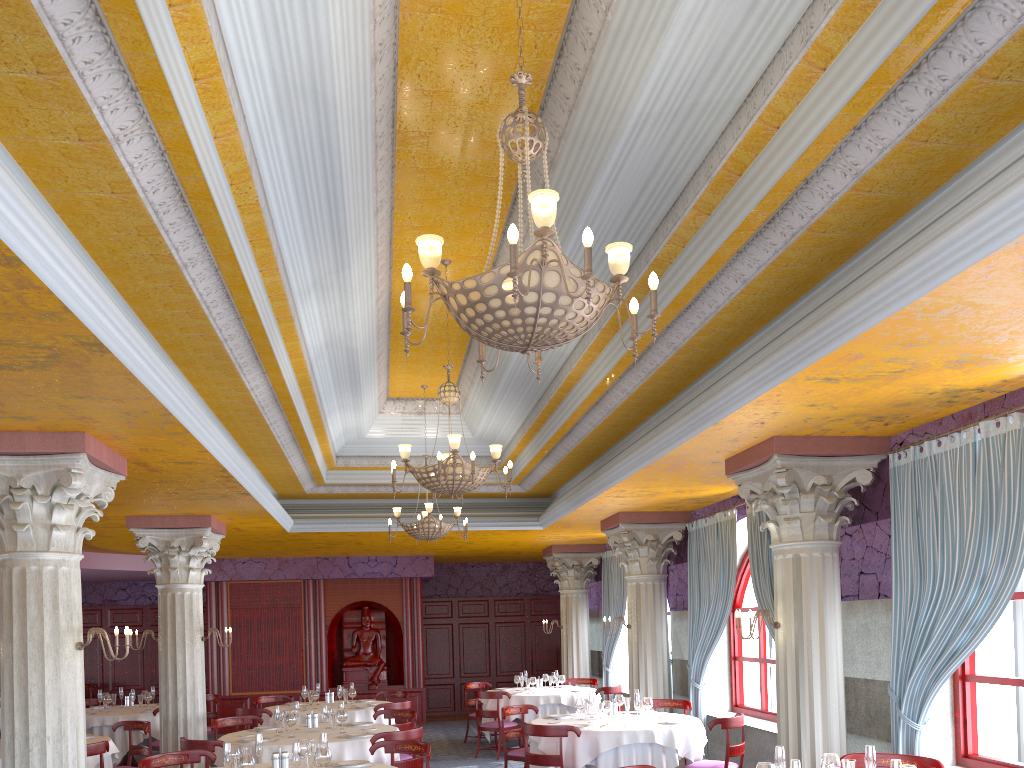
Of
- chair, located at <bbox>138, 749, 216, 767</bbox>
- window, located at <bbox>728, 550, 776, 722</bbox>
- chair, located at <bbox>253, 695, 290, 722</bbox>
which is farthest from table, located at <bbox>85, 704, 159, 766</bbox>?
window, located at <bbox>728, 550, 776, 722</bbox>

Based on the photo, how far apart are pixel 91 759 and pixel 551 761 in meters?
4.5 m

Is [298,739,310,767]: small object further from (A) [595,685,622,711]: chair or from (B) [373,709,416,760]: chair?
(A) [595,685,622,711]: chair

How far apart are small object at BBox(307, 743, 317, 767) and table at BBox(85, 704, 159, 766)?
6.81m

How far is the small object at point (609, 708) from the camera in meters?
9.1

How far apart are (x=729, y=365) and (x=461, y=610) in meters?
14.2

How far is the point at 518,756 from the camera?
9.84m

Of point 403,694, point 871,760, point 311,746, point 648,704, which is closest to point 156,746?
point 403,694

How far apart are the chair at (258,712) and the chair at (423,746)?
4.25m

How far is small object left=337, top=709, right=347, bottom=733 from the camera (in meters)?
8.93
